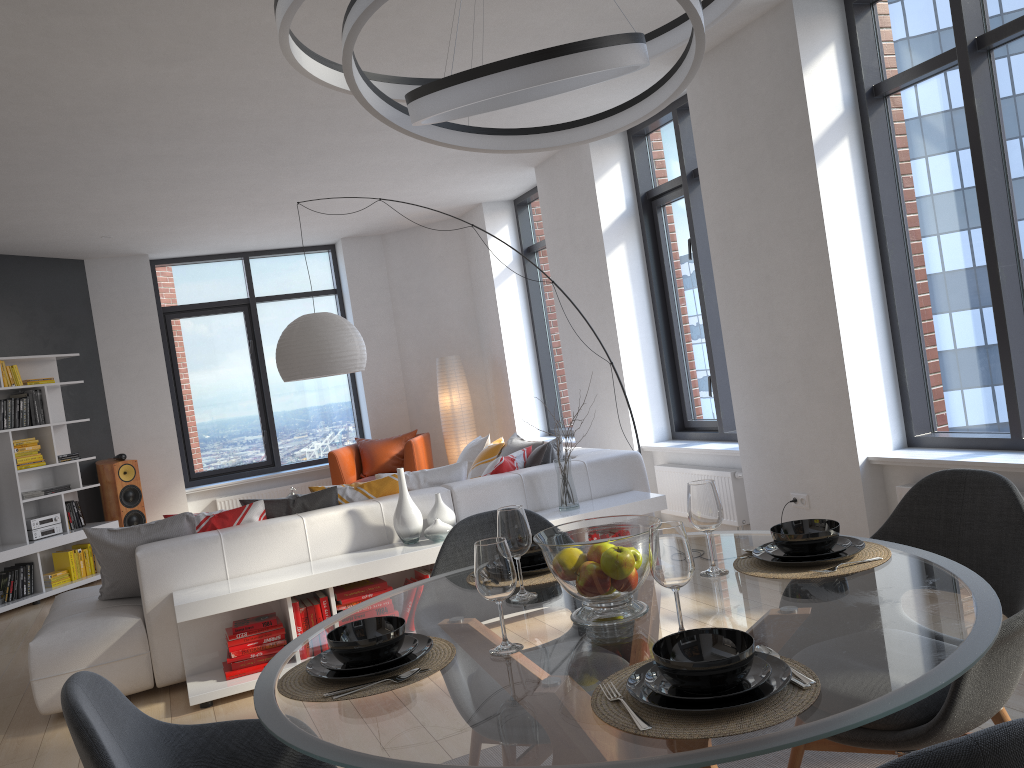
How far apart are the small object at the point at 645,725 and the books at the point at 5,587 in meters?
7.2 m

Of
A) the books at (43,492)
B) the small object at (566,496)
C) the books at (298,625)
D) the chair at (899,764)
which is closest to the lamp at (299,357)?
the small object at (566,496)

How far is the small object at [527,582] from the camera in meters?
2.3 m

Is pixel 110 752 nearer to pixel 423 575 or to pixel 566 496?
pixel 423 575

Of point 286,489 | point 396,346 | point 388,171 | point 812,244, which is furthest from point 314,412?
point 812,244

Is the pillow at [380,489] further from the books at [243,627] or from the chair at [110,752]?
the chair at [110,752]

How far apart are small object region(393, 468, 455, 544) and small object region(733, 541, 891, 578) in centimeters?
252cm

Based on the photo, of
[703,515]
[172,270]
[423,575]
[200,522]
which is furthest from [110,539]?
[172,270]

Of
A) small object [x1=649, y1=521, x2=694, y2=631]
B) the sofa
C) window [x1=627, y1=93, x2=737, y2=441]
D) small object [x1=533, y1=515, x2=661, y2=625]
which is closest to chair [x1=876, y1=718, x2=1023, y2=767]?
small object [x1=649, y1=521, x2=694, y2=631]

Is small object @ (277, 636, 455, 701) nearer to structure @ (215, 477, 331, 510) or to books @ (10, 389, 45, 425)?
books @ (10, 389, 45, 425)
